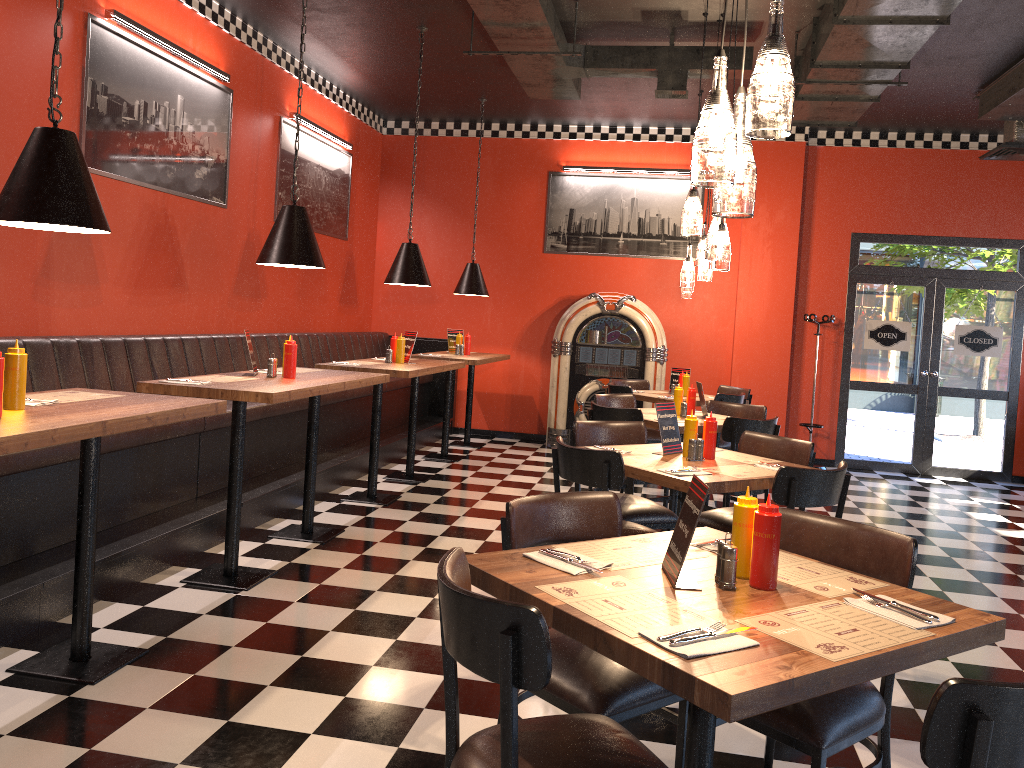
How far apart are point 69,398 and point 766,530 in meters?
2.6

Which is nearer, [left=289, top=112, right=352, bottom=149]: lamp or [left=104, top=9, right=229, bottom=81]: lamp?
[left=104, top=9, right=229, bottom=81]: lamp

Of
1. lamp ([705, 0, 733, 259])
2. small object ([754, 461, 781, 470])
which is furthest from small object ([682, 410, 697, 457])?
lamp ([705, 0, 733, 259])

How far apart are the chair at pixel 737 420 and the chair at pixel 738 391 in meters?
2.7 m

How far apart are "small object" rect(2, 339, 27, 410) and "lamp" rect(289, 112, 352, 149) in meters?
5.5 m

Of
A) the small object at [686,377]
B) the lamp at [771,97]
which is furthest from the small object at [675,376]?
the lamp at [771,97]

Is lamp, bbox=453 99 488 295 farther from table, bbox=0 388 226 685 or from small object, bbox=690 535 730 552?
small object, bbox=690 535 730 552

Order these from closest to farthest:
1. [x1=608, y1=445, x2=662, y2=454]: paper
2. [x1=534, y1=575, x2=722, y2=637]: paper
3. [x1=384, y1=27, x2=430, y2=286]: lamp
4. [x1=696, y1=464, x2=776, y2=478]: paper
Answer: [x1=534, y1=575, x2=722, y2=637]: paper, [x1=696, y1=464, x2=776, y2=478]: paper, [x1=608, y1=445, x2=662, y2=454]: paper, [x1=384, y1=27, x2=430, y2=286]: lamp

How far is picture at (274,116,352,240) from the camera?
8.0 meters

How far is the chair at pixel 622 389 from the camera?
8.0 meters
